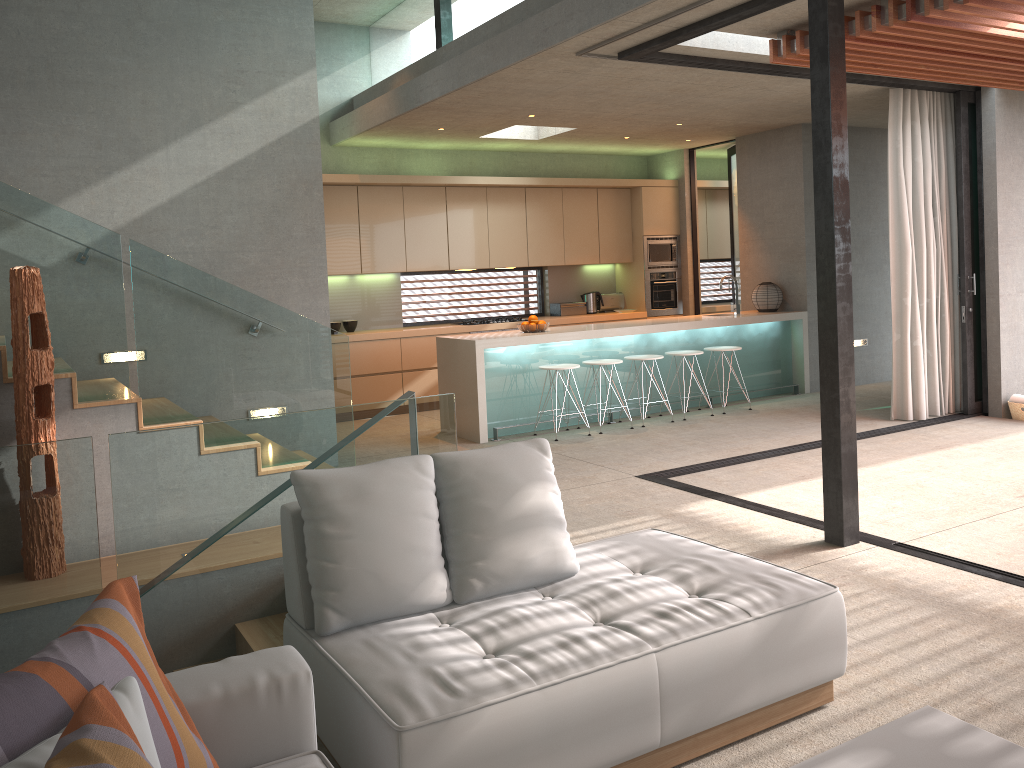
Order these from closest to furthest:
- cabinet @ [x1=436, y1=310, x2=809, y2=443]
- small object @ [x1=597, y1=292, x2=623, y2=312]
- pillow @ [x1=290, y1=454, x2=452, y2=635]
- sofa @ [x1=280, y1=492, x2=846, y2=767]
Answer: sofa @ [x1=280, y1=492, x2=846, y2=767] < pillow @ [x1=290, y1=454, x2=452, y2=635] < cabinet @ [x1=436, y1=310, x2=809, y2=443] < small object @ [x1=597, y1=292, x2=623, y2=312]

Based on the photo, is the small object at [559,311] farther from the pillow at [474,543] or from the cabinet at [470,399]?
the pillow at [474,543]

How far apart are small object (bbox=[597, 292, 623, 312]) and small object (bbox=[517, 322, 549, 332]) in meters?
3.2

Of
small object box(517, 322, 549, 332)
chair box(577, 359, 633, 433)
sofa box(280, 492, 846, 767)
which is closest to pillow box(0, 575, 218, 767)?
sofa box(280, 492, 846, 767)

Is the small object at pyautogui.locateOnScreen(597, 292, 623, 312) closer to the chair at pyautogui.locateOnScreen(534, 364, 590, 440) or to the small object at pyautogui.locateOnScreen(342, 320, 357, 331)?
the small object at pyautogui.locateOnScreen(342, 320, 357, 331)

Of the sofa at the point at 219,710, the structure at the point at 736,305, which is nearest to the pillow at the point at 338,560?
the sofa at the point at 219,710

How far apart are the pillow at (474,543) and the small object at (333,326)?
6.5 meters

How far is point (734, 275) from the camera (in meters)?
11.34

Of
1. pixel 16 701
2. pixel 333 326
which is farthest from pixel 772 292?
pixel 16 701

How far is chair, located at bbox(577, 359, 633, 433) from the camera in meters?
8.0
